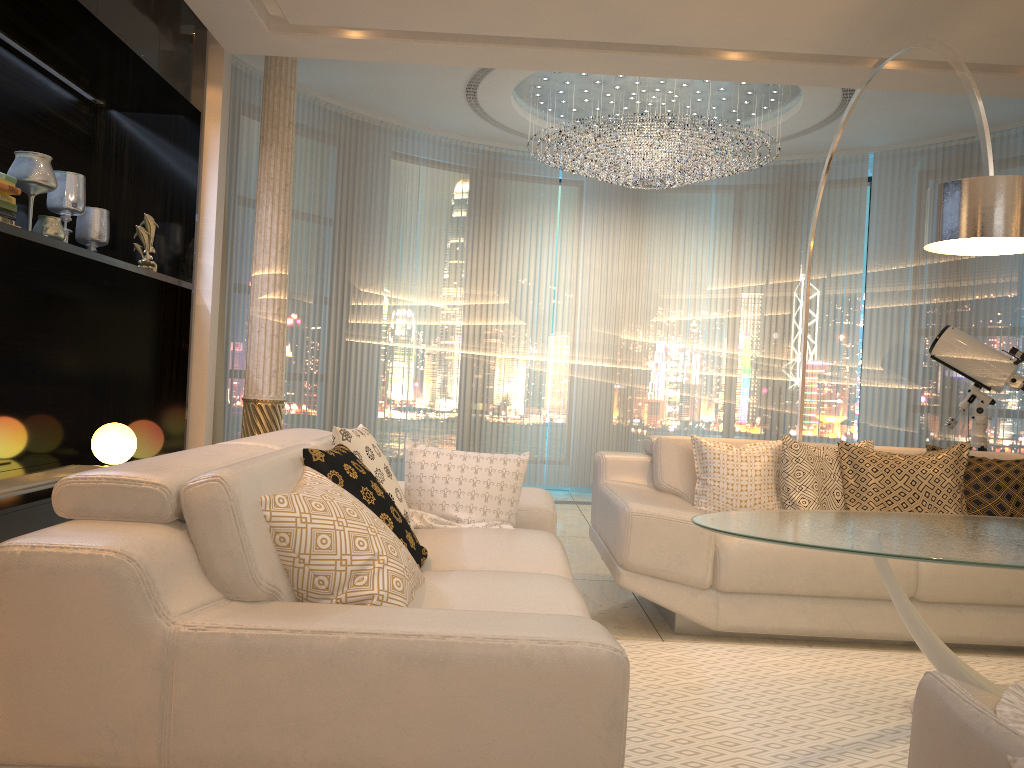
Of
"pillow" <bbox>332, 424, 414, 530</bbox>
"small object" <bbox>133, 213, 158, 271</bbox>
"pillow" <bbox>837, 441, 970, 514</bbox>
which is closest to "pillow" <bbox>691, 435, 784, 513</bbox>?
"pillow" <bbox>837, 441, 970, 514</bbox>

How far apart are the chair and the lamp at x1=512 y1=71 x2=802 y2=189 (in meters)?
4.93

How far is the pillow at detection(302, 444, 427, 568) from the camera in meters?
2.4 m

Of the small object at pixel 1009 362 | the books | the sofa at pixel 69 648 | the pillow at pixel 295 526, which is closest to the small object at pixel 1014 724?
the sofa at pixel 69 648

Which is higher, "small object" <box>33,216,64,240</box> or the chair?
"small object" <box>33,216,64,240</box>

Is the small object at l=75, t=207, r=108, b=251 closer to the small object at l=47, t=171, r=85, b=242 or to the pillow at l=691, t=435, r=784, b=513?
the small object at l=47, t=171, r=85, b=242

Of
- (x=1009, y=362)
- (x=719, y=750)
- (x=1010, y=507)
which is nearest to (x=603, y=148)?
(x=1009, y=362)

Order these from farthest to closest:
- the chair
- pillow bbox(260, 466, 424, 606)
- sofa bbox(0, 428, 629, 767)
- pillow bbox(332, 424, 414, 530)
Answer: pillow bbox(332, 424, 414, 530), pillow bbox(260, 466, 424, 606), sofa bbox(0, 428, 629, 767), the chair

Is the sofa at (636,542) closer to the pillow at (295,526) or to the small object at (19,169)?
the pillow at (295,526)

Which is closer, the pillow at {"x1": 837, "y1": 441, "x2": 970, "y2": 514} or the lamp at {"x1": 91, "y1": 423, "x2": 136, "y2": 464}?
the pillow at {"x1": 837, "y1": 441, "x2": 970, "y2": 514}
